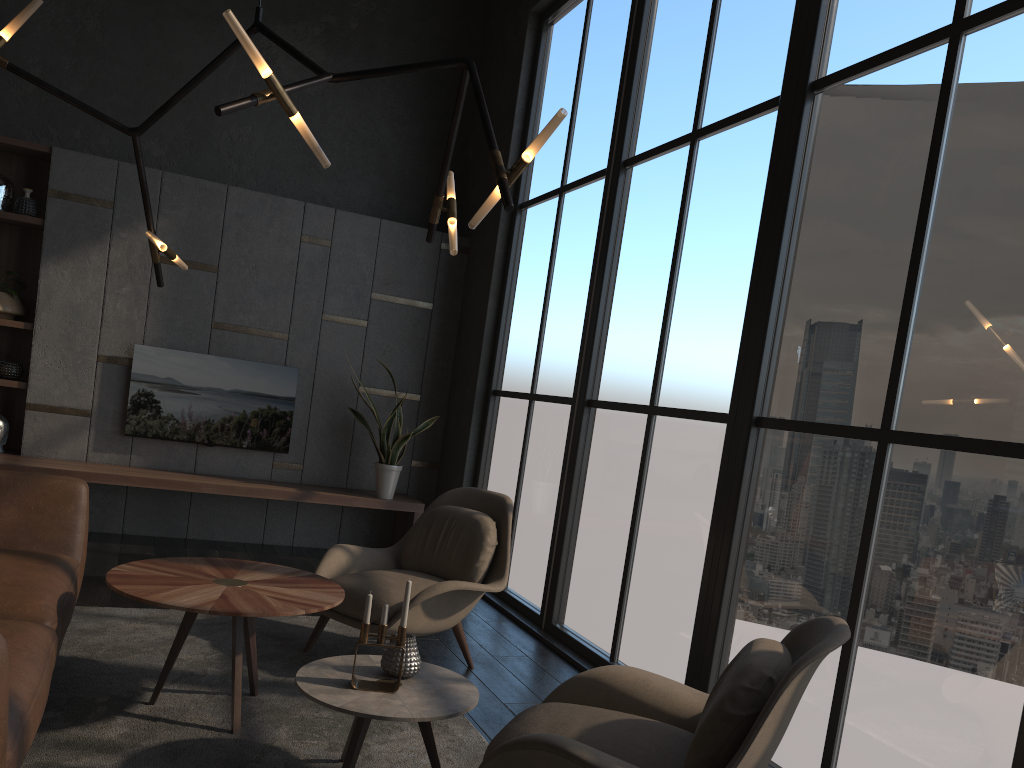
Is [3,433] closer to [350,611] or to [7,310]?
[7,310]

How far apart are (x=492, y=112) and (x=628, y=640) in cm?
430

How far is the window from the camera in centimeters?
263cm

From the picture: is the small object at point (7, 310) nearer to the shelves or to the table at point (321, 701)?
the shelves

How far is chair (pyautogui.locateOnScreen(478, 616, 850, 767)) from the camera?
2.0 meters

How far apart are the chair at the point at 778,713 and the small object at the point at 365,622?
0.37m

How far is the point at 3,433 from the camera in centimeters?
582cm

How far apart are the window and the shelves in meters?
0.5 m

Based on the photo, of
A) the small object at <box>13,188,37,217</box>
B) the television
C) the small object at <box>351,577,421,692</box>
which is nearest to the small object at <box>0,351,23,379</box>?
the television

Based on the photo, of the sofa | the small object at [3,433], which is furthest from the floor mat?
the small object at [3,433]
